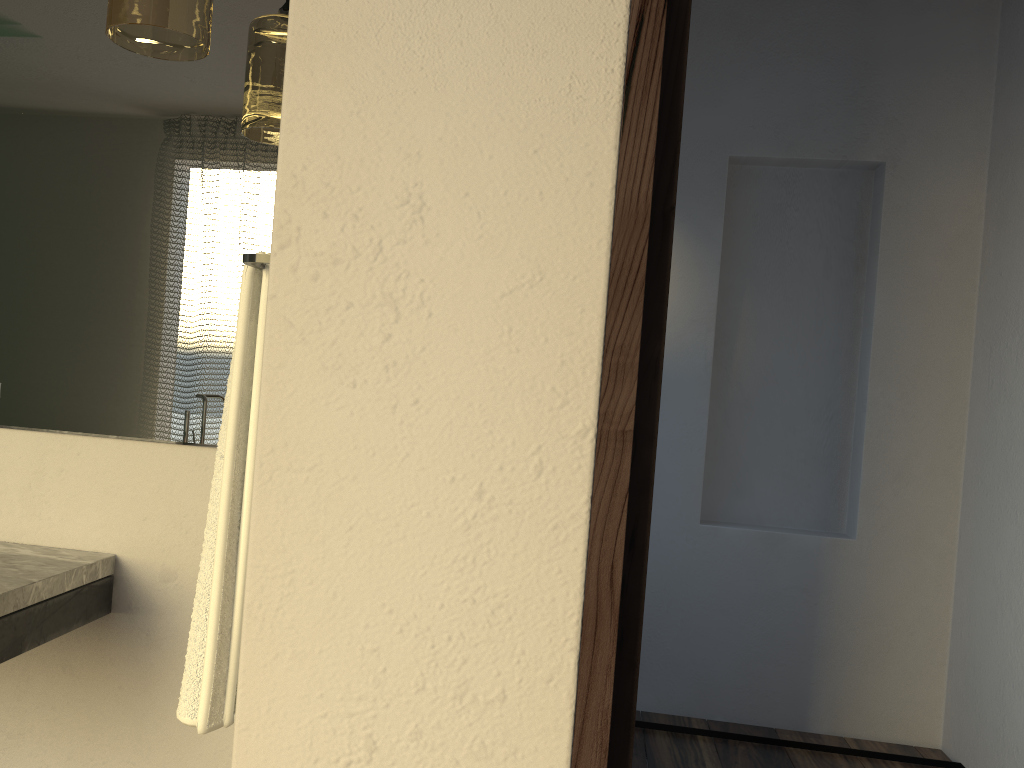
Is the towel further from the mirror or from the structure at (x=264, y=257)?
the mirror

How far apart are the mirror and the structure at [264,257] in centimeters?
37cm

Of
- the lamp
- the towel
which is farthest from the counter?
the lamp

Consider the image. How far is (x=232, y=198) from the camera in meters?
1.5

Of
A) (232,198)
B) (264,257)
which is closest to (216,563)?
(264,257)

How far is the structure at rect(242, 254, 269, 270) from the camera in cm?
104

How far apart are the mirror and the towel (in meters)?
0.32

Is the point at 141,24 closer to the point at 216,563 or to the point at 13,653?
the point at 216,563

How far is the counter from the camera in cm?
124

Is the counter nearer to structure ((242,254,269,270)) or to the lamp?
structure ((242,254,269,270))
